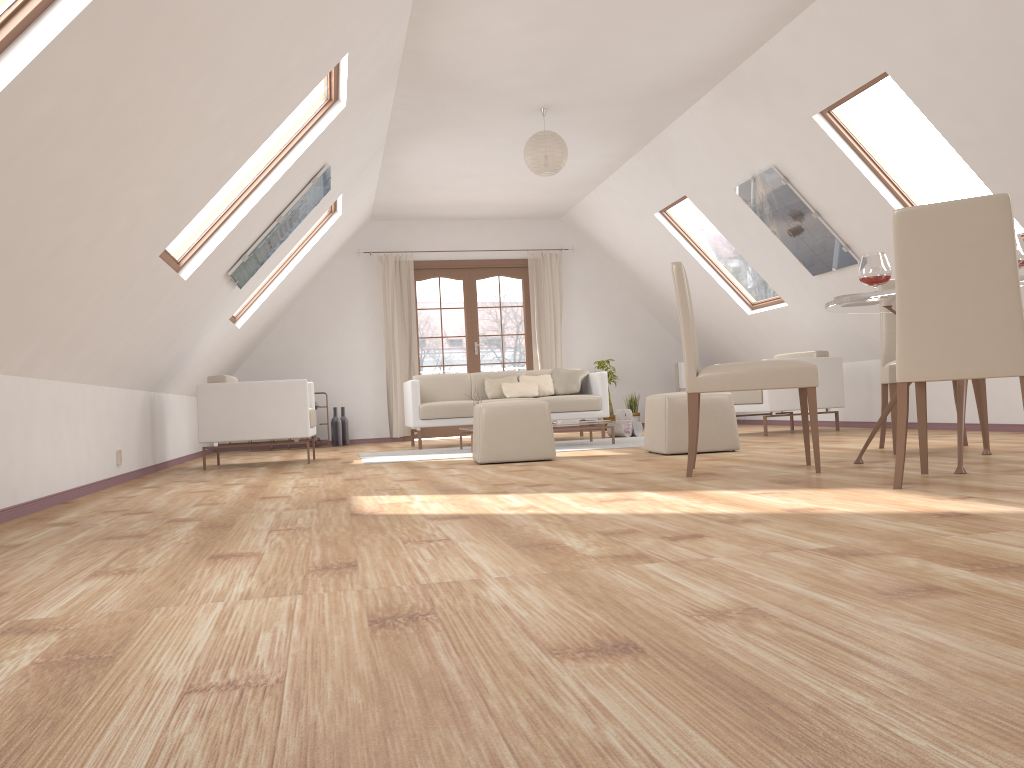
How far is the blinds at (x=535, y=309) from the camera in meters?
10.6

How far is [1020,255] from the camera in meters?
3.6 m

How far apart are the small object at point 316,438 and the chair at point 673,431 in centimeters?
484cm

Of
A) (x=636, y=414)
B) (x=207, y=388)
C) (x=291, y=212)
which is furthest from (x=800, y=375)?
(x=636, y=414)

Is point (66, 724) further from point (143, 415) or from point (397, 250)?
point (397, 250)

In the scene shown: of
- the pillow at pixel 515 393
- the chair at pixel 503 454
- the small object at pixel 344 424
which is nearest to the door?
the small object at pixel 344 424

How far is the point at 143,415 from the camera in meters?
6.3 m

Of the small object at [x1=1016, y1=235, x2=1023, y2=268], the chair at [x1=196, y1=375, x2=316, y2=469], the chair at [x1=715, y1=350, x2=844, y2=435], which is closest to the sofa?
the chair at [x1=196, y1=375, x2=316, y2=469]

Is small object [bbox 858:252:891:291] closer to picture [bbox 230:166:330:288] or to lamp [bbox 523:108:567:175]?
lamp [bbox 523:108:567:175]

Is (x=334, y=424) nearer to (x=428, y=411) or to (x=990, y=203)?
(x=428, y=411)
